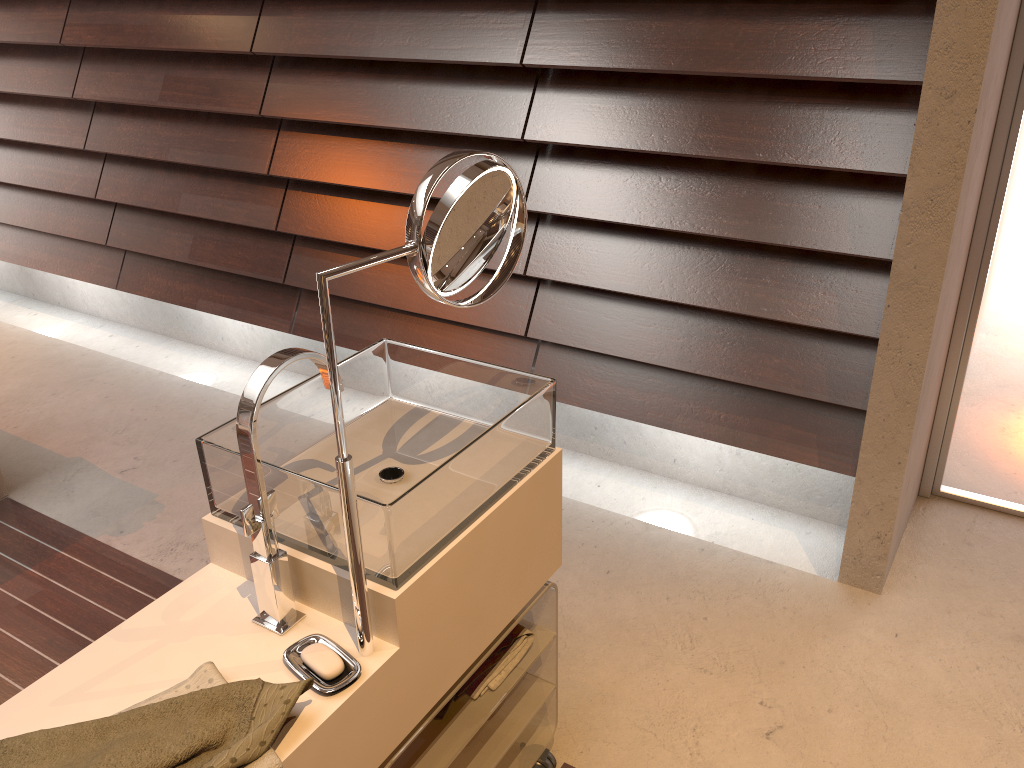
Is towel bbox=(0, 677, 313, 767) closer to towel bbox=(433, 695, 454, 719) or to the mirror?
the mirror

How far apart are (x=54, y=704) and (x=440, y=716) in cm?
56

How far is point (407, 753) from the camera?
1.34m

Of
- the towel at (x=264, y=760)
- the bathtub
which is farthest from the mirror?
the bathtub

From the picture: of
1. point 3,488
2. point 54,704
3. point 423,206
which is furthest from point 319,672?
point 3,488

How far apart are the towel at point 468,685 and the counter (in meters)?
0.11

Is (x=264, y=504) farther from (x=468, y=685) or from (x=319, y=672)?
(x=468, y=685)

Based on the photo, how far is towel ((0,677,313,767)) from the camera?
0.9m

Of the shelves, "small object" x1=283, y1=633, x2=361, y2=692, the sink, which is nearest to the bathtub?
the sink

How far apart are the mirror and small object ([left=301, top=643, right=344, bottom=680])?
0.03m
